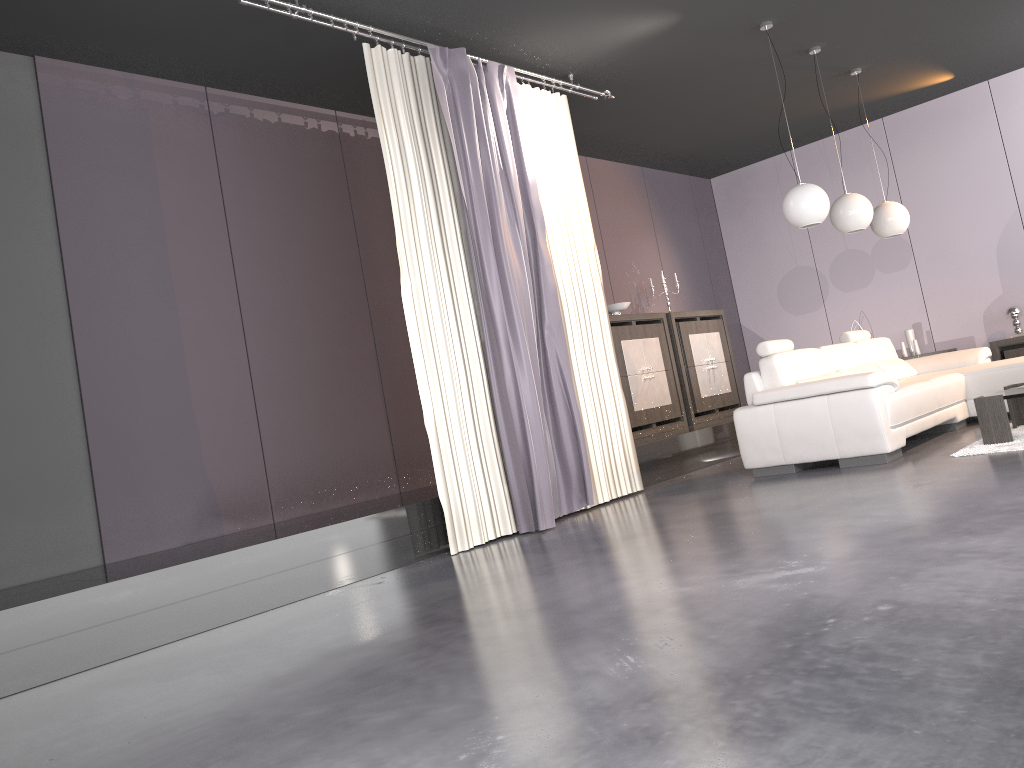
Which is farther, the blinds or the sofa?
the sofa

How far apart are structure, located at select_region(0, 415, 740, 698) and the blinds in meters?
0.1

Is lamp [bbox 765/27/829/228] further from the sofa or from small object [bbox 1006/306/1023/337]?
small object [bbox 1006/306/1023/337]

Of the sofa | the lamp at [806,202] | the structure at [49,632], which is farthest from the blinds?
the lamp at [806,202]

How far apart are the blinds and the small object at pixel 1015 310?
4.4 meters

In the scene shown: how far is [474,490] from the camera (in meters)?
4.87

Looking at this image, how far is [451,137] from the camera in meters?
5.0

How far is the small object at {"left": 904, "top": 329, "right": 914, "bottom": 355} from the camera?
8.80m

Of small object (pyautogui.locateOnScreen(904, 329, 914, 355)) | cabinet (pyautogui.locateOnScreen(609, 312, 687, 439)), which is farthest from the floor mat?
small object (pyautogui.locateOnScreen(904, 329, 914, 355))

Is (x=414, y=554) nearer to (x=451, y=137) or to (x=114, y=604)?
(x=114, y=604)
